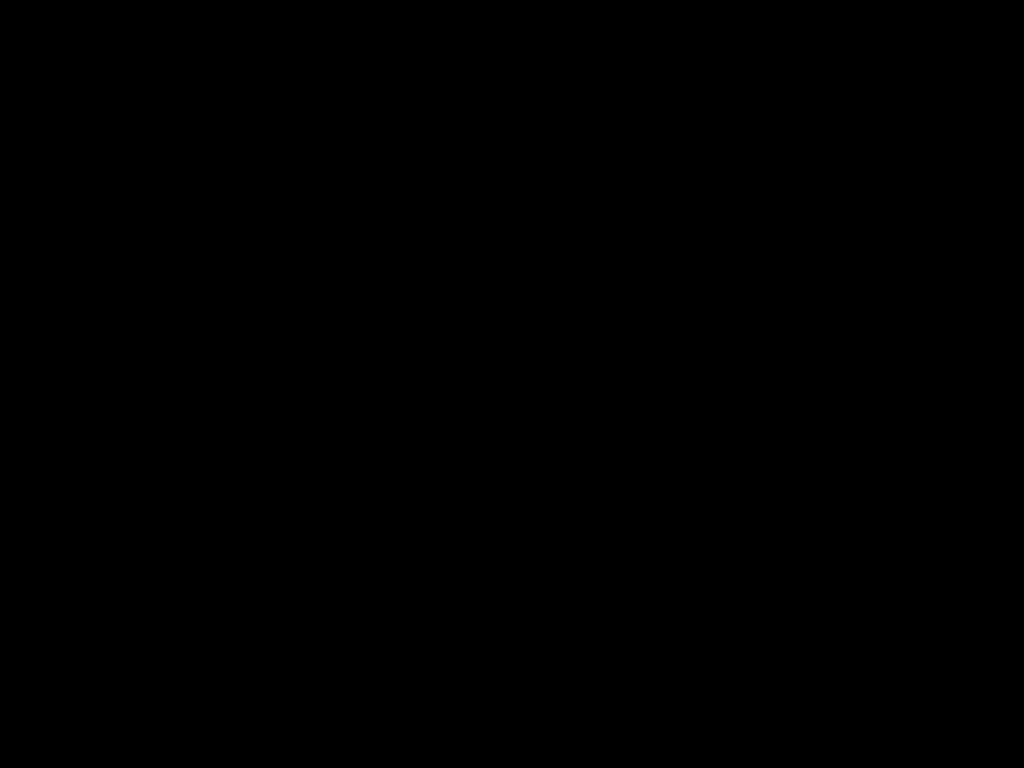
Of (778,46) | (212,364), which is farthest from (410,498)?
(778,46)
